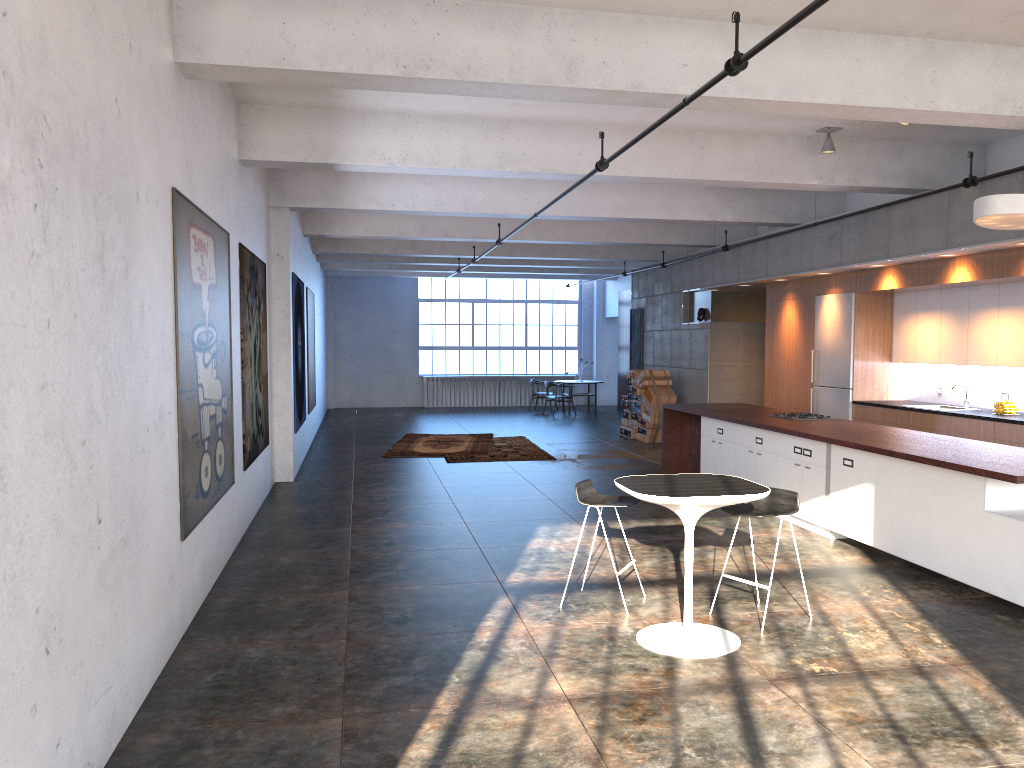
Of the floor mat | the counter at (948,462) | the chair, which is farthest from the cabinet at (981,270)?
the floor mat

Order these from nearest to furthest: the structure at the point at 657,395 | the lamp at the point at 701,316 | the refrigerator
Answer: the refrigerator
the lamp at the point at 701,316
the structure at the point at 657,395

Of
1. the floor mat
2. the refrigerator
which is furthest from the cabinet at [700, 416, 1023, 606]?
the floor mat

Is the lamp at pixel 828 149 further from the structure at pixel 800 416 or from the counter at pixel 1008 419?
the counter at pixel 1008 419

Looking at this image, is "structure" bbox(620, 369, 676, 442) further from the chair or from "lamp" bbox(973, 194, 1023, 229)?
the chair

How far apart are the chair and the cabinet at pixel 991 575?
1.4m

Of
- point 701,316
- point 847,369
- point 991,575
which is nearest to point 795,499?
point 991,575

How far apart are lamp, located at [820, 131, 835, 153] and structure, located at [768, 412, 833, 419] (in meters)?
2.76

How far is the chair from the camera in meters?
5.6 m

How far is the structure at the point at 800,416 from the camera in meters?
9.5
